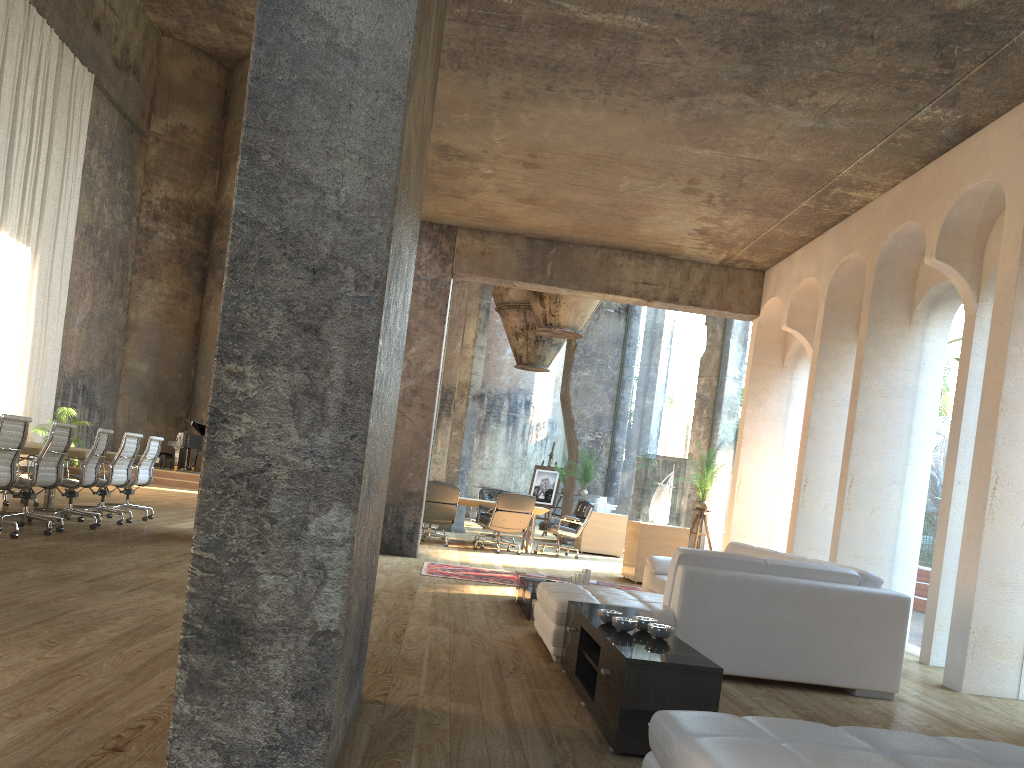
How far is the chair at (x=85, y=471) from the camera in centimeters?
871cm

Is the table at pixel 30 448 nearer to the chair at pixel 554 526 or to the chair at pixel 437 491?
the chair at pixel 437 491

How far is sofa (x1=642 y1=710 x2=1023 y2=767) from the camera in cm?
206

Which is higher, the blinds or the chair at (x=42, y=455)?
the blinds

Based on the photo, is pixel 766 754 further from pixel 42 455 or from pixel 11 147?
pixel 11 147

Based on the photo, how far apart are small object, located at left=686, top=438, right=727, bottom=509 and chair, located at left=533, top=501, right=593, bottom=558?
2.32m

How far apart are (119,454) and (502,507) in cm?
500

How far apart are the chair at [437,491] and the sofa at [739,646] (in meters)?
5.04

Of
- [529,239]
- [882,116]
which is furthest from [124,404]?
[882,116]

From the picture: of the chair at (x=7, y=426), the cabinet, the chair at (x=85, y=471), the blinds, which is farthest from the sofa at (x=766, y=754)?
the blinds
